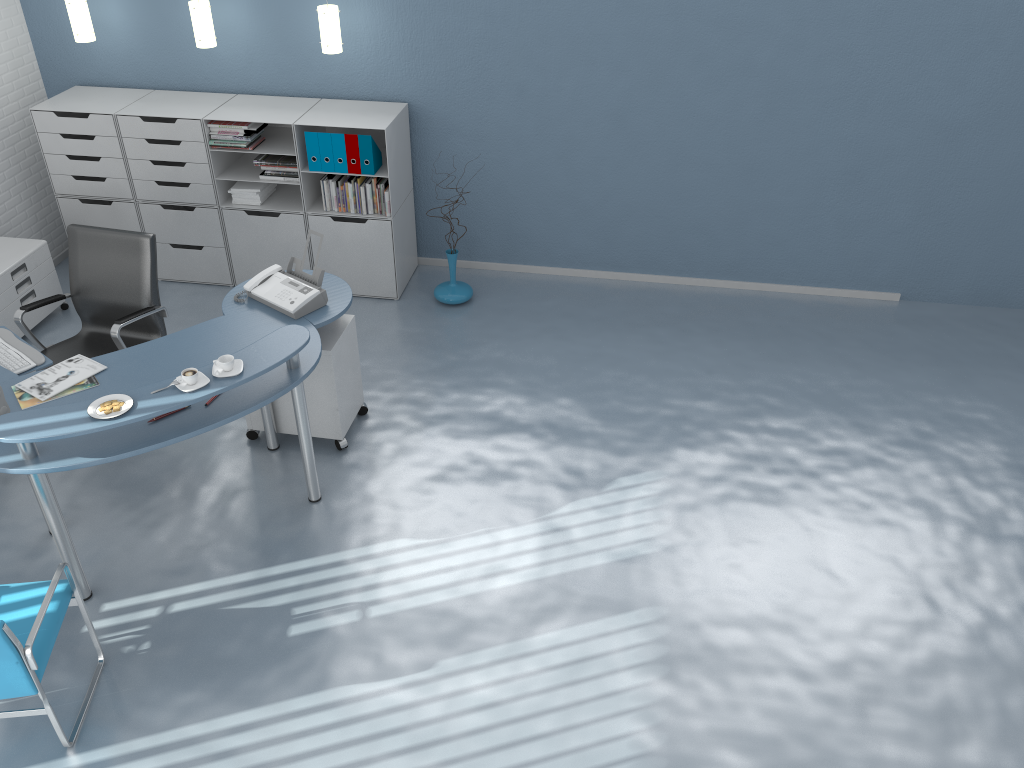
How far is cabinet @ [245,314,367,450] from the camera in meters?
4.3 m

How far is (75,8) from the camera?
5.37m

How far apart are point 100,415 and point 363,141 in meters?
2.6

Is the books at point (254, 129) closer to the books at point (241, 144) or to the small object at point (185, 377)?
the books at point (241, 144)

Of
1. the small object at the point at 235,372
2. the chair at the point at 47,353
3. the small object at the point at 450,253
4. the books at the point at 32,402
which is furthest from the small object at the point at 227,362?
the small object at the point at 450,253

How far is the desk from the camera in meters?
3.3

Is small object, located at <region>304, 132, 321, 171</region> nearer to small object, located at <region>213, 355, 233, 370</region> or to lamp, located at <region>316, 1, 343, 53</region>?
lamp, located at <region>316, 1, 343, 53</region>

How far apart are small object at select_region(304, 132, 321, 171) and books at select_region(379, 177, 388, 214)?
0.4m

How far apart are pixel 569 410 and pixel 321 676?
2.04m

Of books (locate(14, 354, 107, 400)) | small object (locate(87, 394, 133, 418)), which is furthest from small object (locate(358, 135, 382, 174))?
small object (locate(87, 394, 133, 418))
